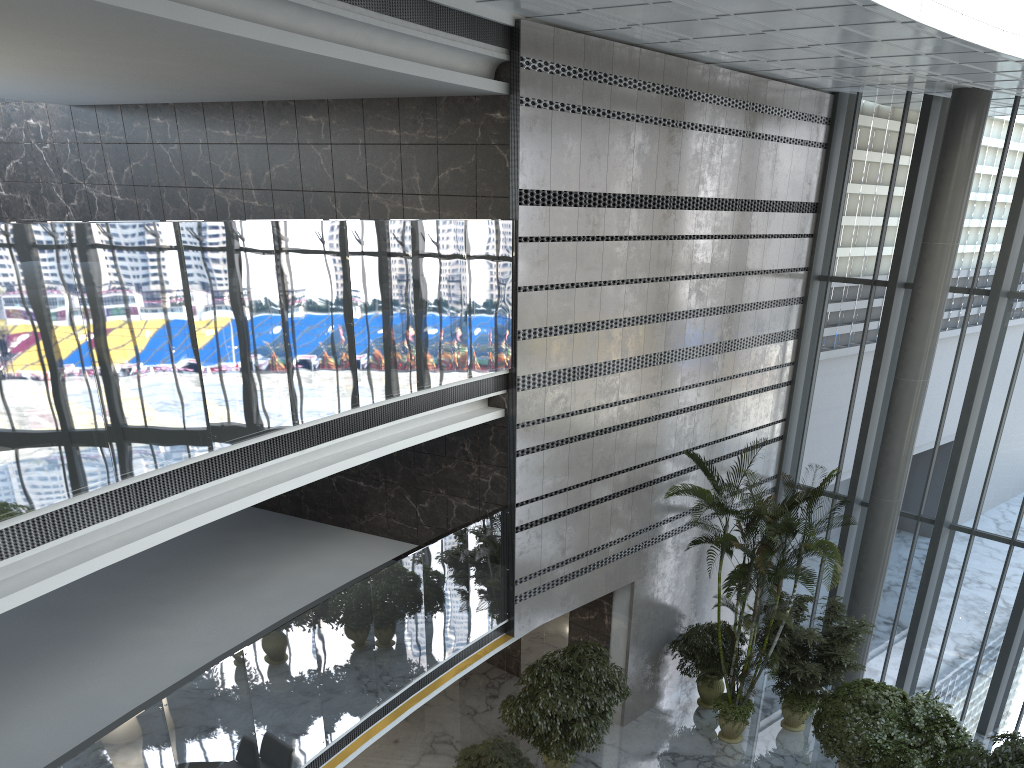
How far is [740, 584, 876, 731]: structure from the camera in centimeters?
1155cm

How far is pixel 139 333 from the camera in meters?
5.4 m

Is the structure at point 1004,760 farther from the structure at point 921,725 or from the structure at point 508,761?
the structure at point 508,761

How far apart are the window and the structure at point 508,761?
6.6 meters

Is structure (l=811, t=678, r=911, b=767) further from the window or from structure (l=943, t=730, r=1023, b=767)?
the window

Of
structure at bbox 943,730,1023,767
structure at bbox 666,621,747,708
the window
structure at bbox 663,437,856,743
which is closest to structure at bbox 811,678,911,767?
structure at bbox 663,437,856,743

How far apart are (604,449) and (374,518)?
3.1 meters

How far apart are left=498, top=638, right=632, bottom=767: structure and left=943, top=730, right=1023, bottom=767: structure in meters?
3.8 m

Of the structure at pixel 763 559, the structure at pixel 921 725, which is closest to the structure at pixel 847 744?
the structure at pixel 921 725

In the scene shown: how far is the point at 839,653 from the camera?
11.55m
